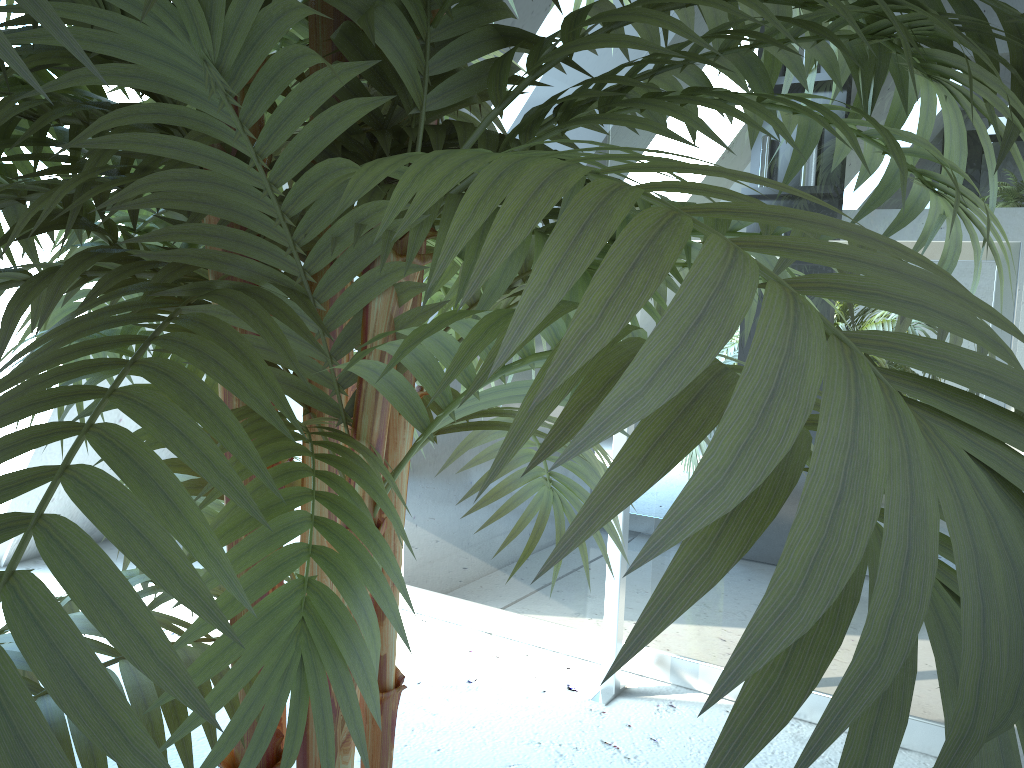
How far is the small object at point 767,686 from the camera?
0.18m

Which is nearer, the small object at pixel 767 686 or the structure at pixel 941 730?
the small object at pixel 767 686

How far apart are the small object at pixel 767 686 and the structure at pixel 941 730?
0.6m

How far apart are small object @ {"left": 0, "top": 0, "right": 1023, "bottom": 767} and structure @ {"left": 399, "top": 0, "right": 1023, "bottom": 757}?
0.6 meters

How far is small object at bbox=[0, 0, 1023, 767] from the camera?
0.2m

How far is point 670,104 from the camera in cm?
47

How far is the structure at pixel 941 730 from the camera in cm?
150

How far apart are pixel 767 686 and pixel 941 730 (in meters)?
1.57
